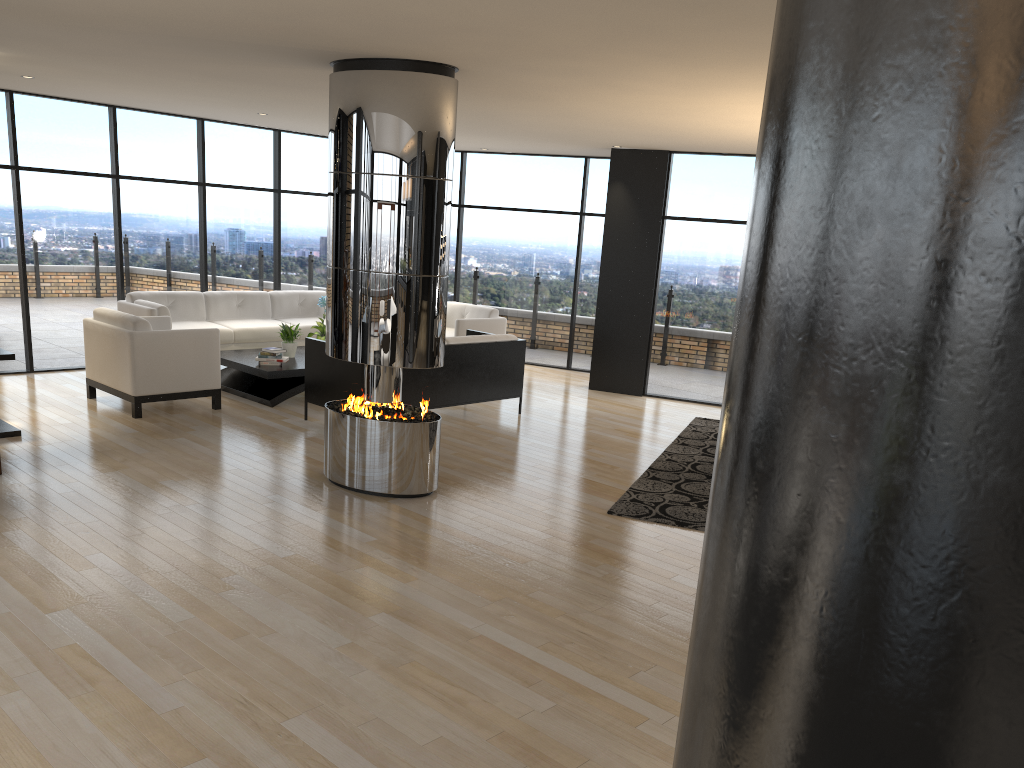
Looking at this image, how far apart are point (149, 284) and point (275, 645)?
7.4m

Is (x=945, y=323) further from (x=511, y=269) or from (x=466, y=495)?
(x=511, y=269)

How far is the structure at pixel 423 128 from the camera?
5.5 meters

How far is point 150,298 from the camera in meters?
9.7

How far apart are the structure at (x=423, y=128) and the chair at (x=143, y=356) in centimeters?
233cm

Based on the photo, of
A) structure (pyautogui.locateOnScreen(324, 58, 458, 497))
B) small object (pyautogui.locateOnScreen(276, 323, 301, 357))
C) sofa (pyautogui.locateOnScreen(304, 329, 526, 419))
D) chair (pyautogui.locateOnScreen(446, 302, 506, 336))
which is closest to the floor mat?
structure (pyautogui.locateOnScreen(324, 58, 458, 497))

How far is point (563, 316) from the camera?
12.0 meters

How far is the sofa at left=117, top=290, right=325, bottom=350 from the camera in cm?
971

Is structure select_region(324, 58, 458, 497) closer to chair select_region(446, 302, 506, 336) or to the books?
the books

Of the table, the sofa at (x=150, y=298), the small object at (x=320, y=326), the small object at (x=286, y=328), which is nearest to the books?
the table
